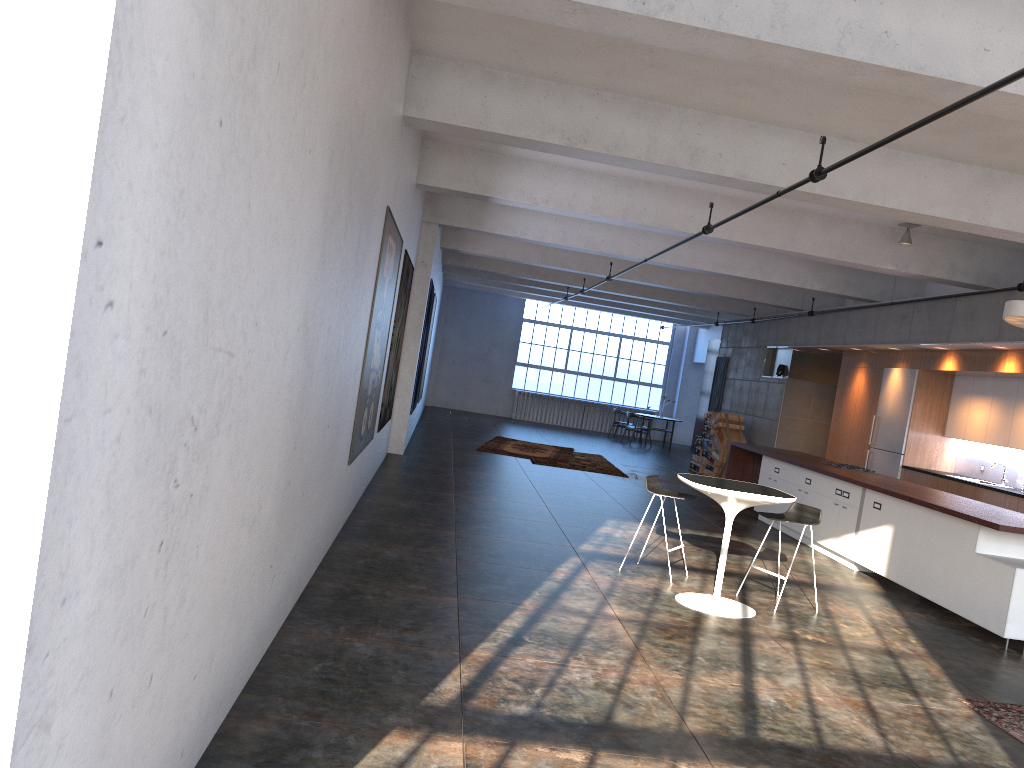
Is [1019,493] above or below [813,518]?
above

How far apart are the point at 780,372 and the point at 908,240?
6.4m

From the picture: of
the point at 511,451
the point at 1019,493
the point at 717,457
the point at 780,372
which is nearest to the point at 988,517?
the point at 1019,493

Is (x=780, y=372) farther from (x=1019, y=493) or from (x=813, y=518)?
(x=813, y=518)

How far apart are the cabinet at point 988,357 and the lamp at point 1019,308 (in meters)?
2.96

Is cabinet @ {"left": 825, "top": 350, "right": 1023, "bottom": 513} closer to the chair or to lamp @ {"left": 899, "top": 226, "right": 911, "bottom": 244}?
lamp @ {"left": 899, "top": 226, "right": 911, "bottom": 244}

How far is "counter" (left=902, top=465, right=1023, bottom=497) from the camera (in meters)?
10.00

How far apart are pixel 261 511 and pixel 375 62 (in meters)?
2.80

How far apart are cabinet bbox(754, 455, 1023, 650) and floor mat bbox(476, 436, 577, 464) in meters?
Result: 4.5

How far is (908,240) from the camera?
10.3 meters
